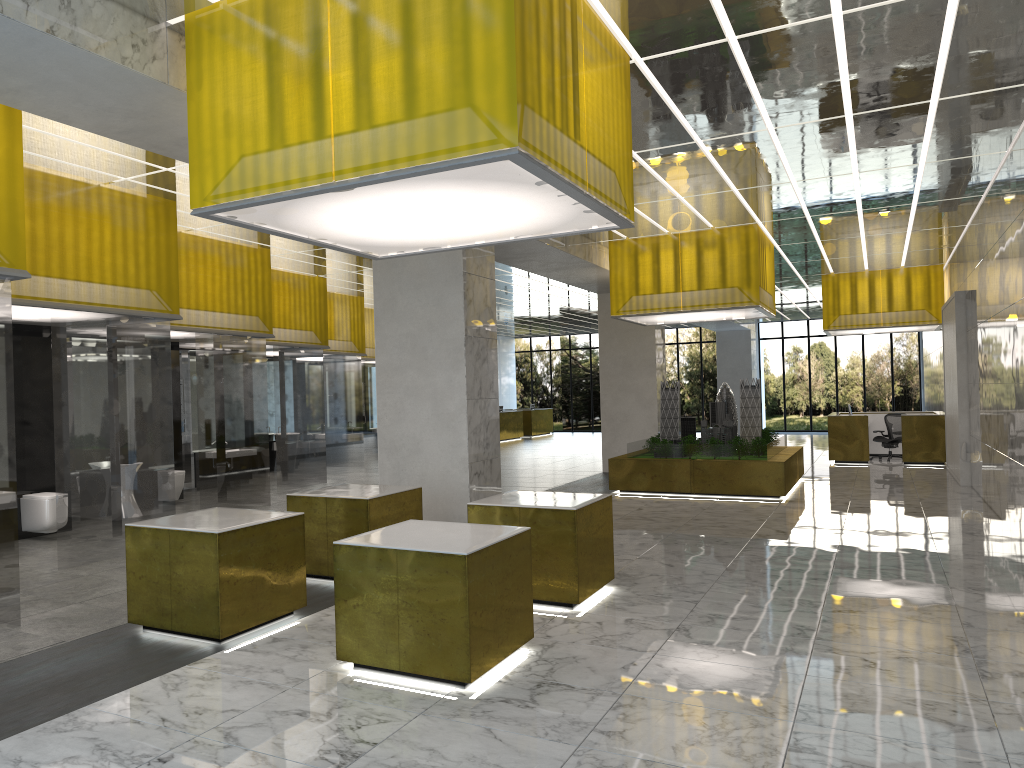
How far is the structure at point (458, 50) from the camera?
6.4m

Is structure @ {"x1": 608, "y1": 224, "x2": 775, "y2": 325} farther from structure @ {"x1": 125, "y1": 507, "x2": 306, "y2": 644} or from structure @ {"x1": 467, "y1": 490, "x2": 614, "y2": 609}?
structure @ {"x1": 125, "y1": 507, "x2": 306, "y2": 644}

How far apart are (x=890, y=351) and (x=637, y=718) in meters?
45.4 m

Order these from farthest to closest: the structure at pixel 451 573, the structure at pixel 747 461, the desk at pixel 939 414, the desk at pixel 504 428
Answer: → 1. the desk at pixel 504 428
2. the desk at pixel 939 414
3. the structure at pixel 747 461
4. the structure at pixel 451 573

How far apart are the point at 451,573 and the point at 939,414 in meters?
25.2

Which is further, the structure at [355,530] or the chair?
the chair

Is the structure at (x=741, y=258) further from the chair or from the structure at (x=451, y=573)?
the structure at (x=451, y=573)

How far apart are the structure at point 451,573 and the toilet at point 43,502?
8.38m

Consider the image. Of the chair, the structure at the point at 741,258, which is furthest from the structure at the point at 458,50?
the chair

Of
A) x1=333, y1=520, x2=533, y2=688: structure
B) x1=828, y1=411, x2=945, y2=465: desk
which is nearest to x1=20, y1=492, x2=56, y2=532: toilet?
x1=333, y1=520, x2=533, y2=688: structure
